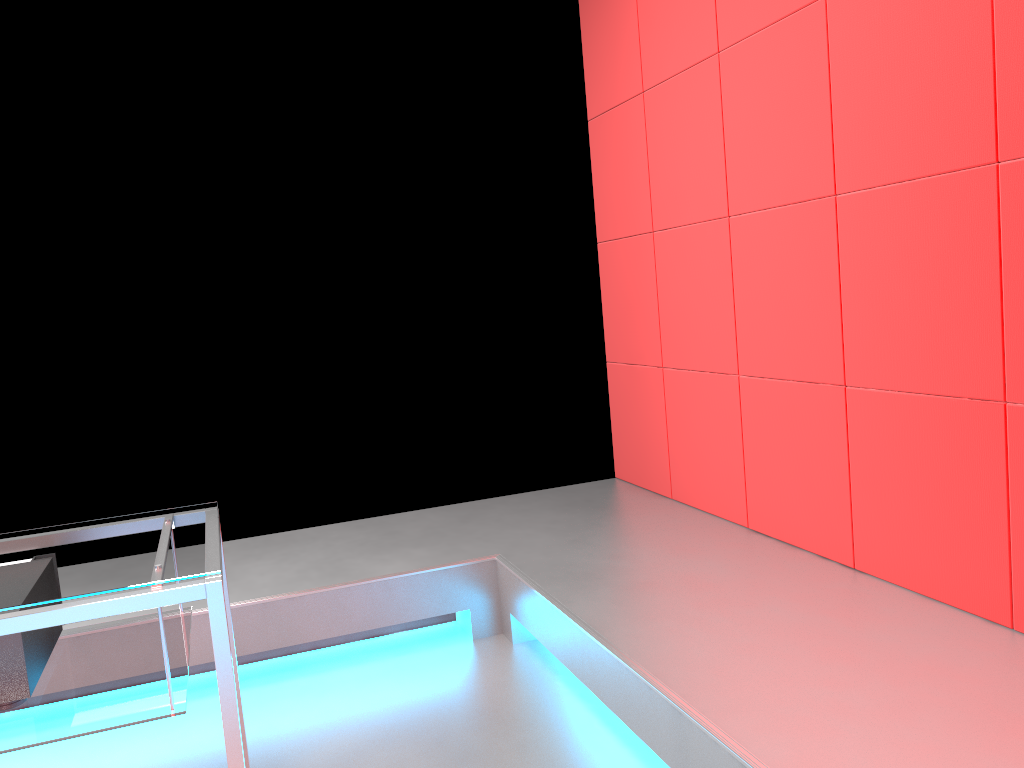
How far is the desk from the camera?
1.3 meters

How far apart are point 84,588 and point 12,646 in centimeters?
21cm

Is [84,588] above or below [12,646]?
above

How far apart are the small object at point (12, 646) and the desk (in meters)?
0.01

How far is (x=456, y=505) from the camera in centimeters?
356cm

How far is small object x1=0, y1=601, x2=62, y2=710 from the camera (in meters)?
1.40

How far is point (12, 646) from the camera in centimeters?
140cm

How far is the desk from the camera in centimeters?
132cm

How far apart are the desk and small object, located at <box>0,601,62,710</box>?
0.0 meters

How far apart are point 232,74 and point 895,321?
2.4m
